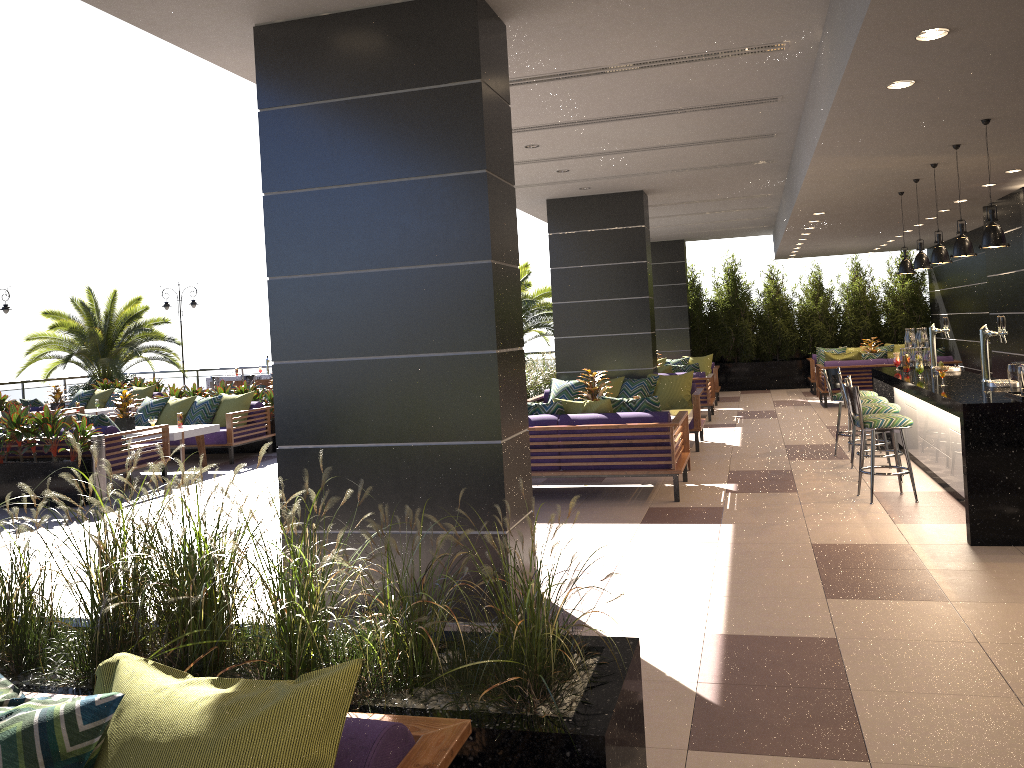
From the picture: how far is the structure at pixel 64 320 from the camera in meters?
20.2

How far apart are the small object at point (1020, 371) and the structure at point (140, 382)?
16.0 meters

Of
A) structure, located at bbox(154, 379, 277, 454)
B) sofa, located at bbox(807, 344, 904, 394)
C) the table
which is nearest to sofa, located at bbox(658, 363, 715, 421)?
sofa, located at bbox(807, 344, 904, 394)

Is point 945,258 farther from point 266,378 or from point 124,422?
point 266,378

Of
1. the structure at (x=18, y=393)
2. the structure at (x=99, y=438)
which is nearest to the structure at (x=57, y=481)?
the structure at (x=99, y=438)

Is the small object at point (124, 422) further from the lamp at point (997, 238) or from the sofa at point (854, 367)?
the sofa at point (854, 367)

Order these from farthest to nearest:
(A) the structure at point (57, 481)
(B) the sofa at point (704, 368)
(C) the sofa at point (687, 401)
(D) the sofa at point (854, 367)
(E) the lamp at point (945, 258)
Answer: (B) the sofa at point (704, 368)
(D) the sofa at point (854, 367)
(C) the sofa at point (687, 401)
(A) the structure at point (57, 481)
(E) the lamp at point (945, 258)

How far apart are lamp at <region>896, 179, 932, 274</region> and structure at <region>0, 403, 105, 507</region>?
8.40m

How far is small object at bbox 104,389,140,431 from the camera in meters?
11.2

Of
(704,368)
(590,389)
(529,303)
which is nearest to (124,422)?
(590,389)
